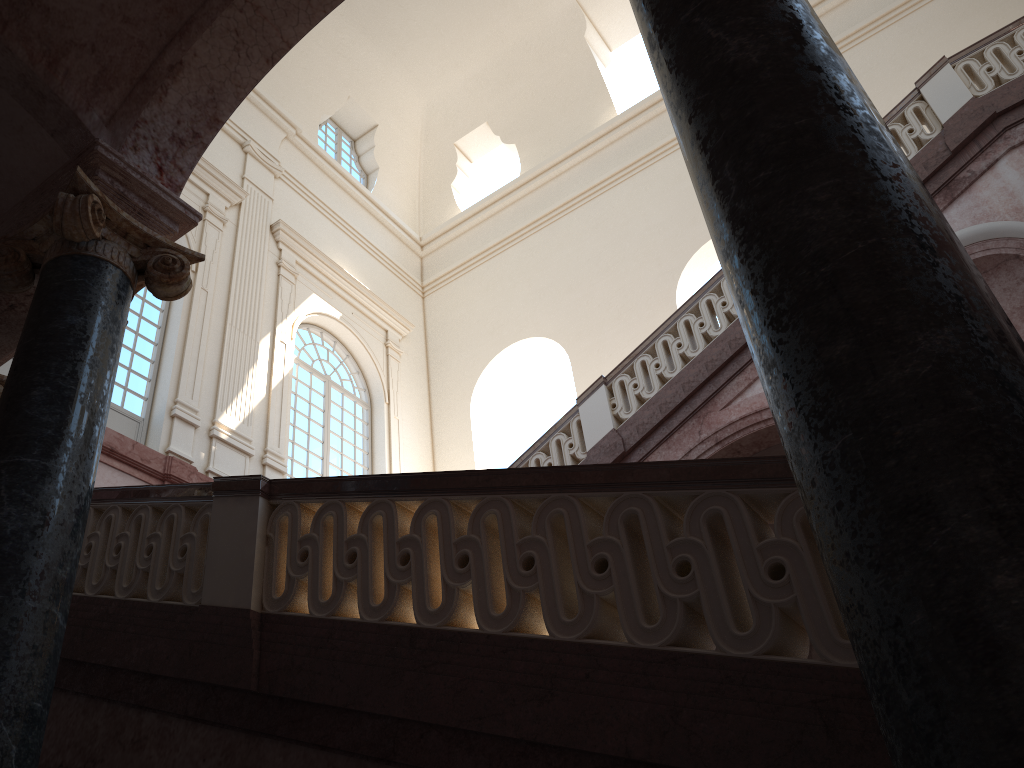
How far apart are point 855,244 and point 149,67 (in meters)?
3.90

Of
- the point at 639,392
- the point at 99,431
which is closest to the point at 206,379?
the point at 639,392
